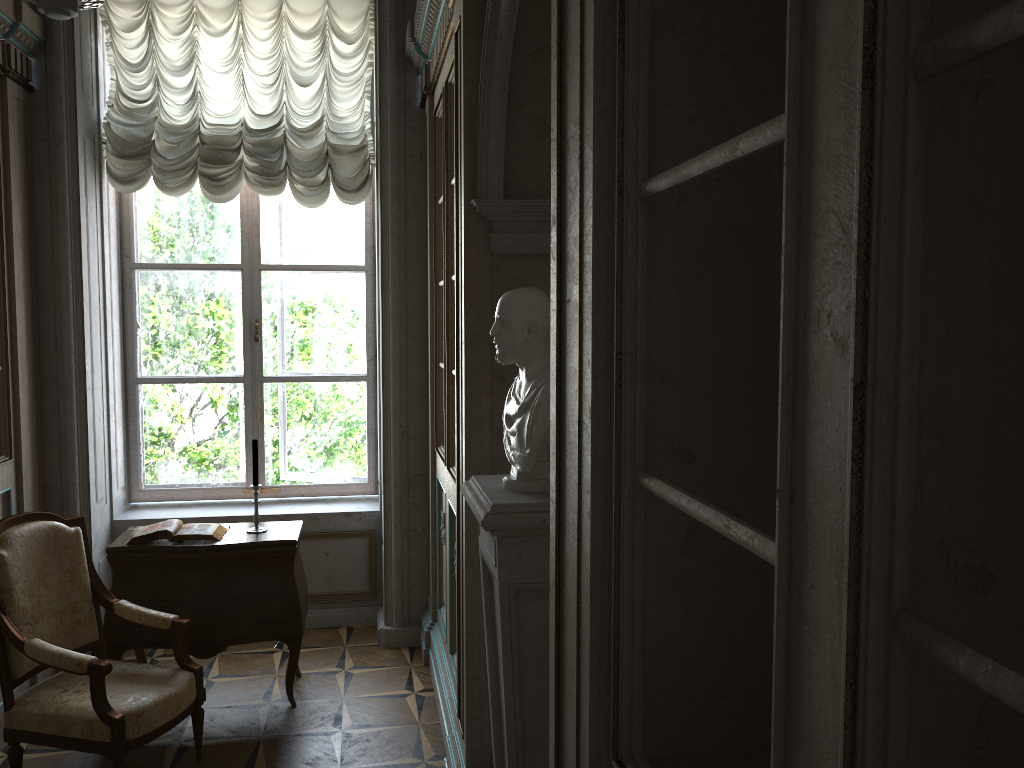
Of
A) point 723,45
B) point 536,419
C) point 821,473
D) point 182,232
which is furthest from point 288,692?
point 821,473

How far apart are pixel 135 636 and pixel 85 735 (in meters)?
0.80

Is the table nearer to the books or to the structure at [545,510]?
the books

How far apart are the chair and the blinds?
1.9m

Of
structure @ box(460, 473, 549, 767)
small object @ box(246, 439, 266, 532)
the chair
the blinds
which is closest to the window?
the blinds

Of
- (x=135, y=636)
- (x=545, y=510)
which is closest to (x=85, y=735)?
(x=135, y=636)

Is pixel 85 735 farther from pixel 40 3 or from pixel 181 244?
pixel 181 244

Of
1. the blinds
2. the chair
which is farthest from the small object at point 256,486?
the blinds

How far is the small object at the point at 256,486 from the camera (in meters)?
4.10

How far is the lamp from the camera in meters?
2.0
